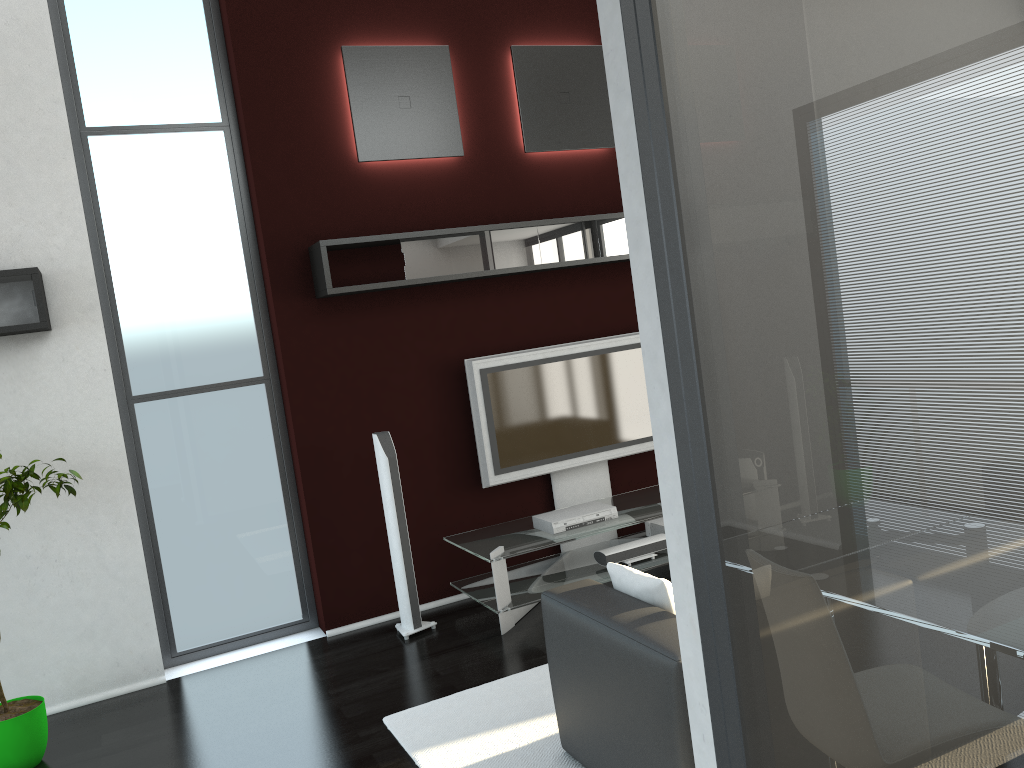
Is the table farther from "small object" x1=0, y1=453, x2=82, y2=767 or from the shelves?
"small object" x1=0, y1=453, x2=82, y2=767

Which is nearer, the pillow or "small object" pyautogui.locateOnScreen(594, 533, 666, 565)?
the pillow

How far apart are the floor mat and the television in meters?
1.4 m

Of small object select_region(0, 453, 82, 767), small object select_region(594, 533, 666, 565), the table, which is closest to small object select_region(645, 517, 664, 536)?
the table

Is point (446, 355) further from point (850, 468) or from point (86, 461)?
point (850, 468)

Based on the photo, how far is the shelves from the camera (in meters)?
4.32

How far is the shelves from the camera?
4.3m

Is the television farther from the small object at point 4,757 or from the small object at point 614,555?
the small object at point 4,757

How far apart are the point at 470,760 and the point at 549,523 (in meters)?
1.85

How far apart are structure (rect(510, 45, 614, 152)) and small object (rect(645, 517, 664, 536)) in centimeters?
254cm
